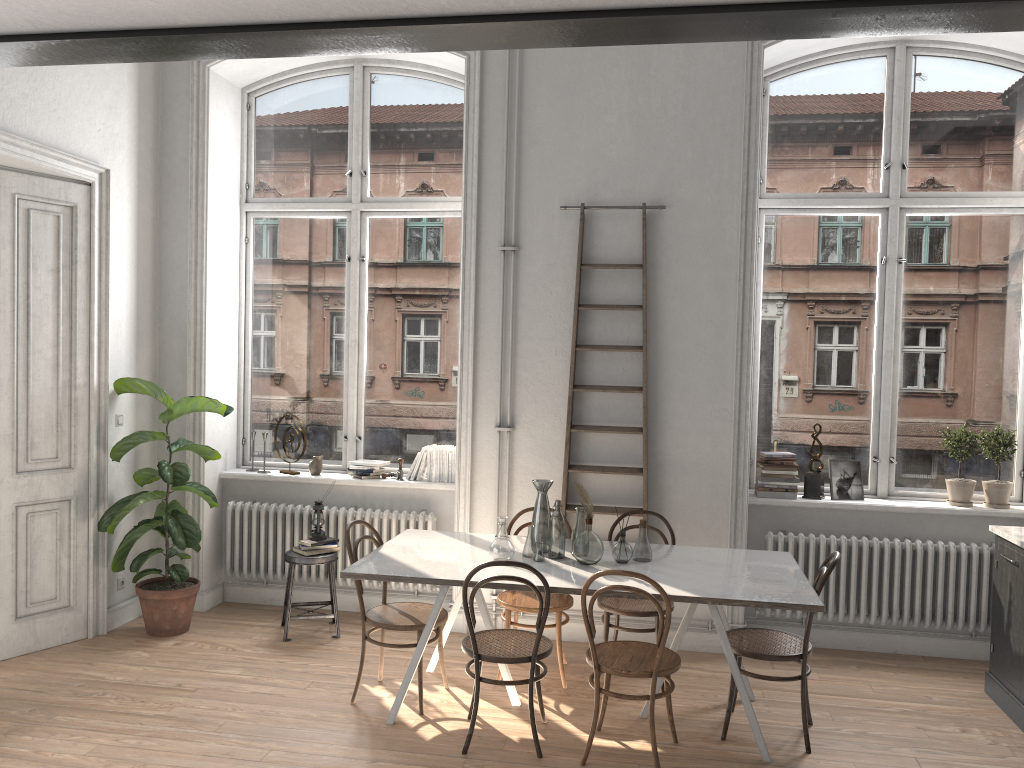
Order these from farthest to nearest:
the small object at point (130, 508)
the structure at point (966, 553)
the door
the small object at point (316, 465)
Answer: the small object at point (316, 465), the small object at point (130, 508), the structure at point (966, 553), the door

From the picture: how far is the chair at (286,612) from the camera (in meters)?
5.57

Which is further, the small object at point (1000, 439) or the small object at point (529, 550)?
the small object at point (1000, 439)

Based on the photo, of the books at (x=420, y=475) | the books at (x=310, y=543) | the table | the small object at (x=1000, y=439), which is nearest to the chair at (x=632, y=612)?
the table

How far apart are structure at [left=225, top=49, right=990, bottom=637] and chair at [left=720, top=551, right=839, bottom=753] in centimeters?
174cm

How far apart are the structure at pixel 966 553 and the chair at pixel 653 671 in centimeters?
165cm

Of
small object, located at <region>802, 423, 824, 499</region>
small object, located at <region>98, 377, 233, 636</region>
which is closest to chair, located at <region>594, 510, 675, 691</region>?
small object, located at <region>802, 423, 824, 499</region>

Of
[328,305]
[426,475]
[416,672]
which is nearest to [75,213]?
[328,305]

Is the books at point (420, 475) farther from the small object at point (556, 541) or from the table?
the small object at point (556, 541)

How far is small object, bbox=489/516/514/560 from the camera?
4.5 meters
